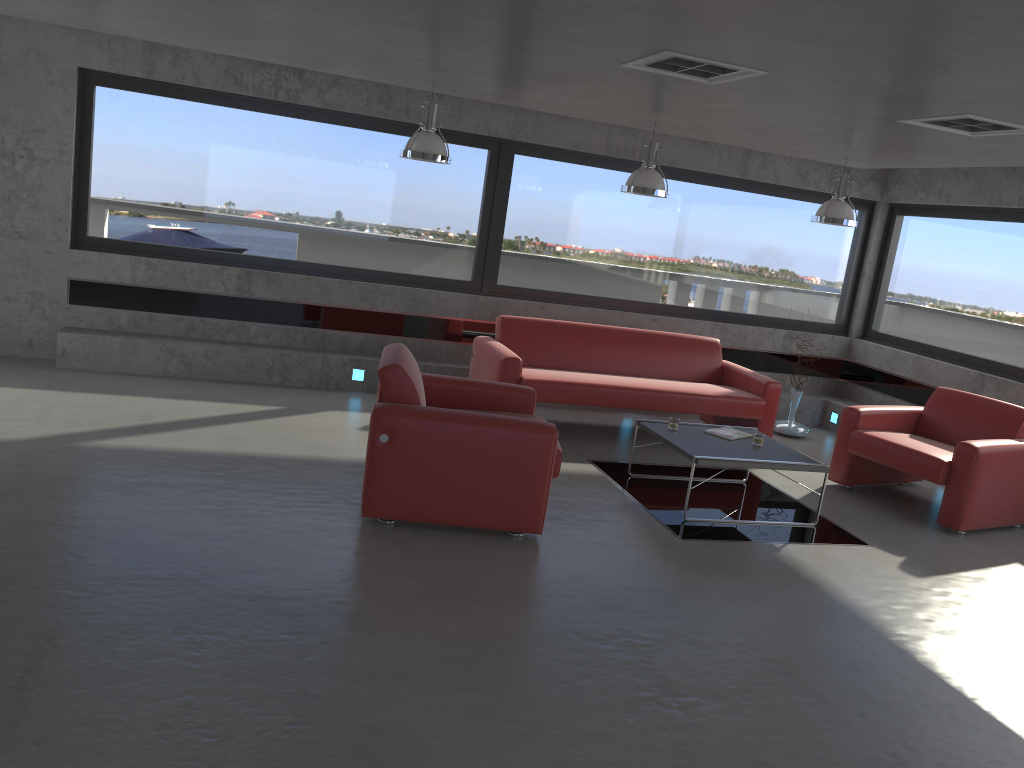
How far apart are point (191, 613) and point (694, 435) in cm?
380

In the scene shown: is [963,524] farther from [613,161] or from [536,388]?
[613,161]

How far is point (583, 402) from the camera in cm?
727

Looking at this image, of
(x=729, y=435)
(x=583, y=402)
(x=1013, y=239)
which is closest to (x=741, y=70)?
(x=729, y=435)

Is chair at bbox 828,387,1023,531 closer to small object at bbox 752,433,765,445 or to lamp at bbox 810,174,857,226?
small object at bbox 752,433,765,445

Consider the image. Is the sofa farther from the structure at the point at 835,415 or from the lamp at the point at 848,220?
the structure at the point at 835,415

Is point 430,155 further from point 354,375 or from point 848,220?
point 848,220

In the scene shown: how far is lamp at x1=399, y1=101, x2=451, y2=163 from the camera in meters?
6.4

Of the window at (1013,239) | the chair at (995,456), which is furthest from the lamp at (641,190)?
the window at (1013,239)

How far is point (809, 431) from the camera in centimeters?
926cm
